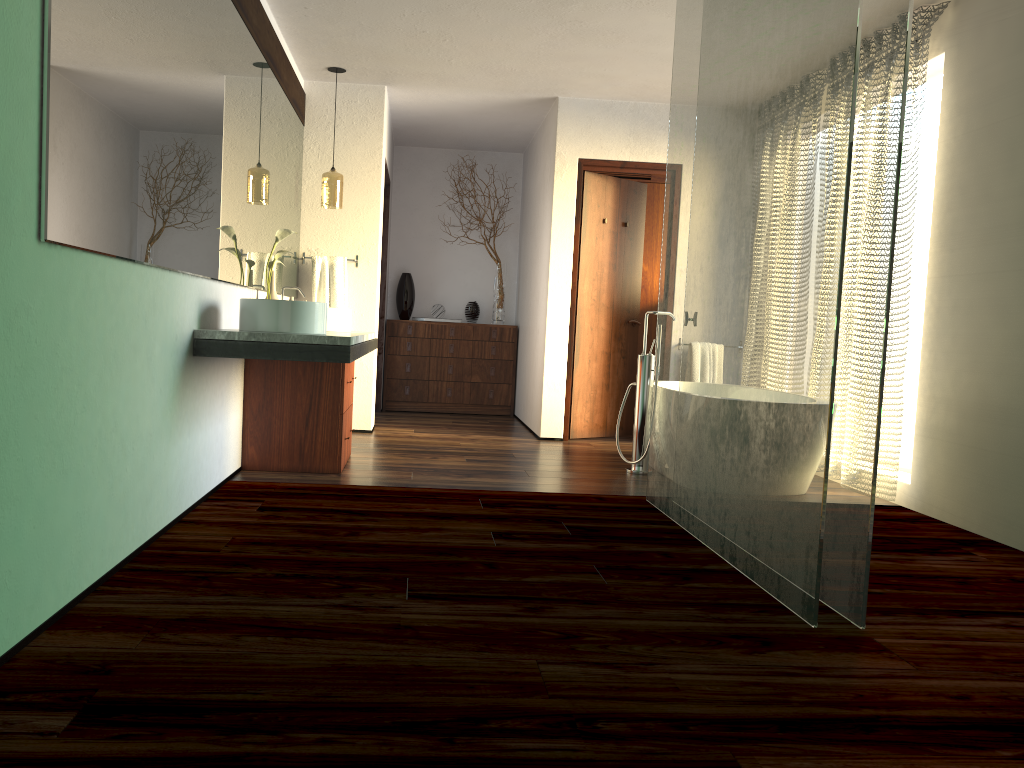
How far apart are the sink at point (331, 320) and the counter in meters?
0.1

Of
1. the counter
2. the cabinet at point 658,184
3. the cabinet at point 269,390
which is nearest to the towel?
the counter

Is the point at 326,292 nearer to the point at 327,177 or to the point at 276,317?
the point at 327,177

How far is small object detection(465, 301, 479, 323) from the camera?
7.8 meters

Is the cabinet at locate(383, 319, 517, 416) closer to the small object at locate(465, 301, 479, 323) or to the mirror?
the small object at locate(465, 301, 479, 323)

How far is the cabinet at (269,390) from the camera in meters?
4.3 m

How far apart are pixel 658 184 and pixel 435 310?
2.20m

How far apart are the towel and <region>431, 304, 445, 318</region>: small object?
1.98m

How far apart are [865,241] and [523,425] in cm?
475

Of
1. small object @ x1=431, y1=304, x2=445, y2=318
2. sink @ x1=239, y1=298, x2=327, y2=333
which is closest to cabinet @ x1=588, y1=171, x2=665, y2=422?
small object @ x1=431, y1=304, x2=445, y2=318
